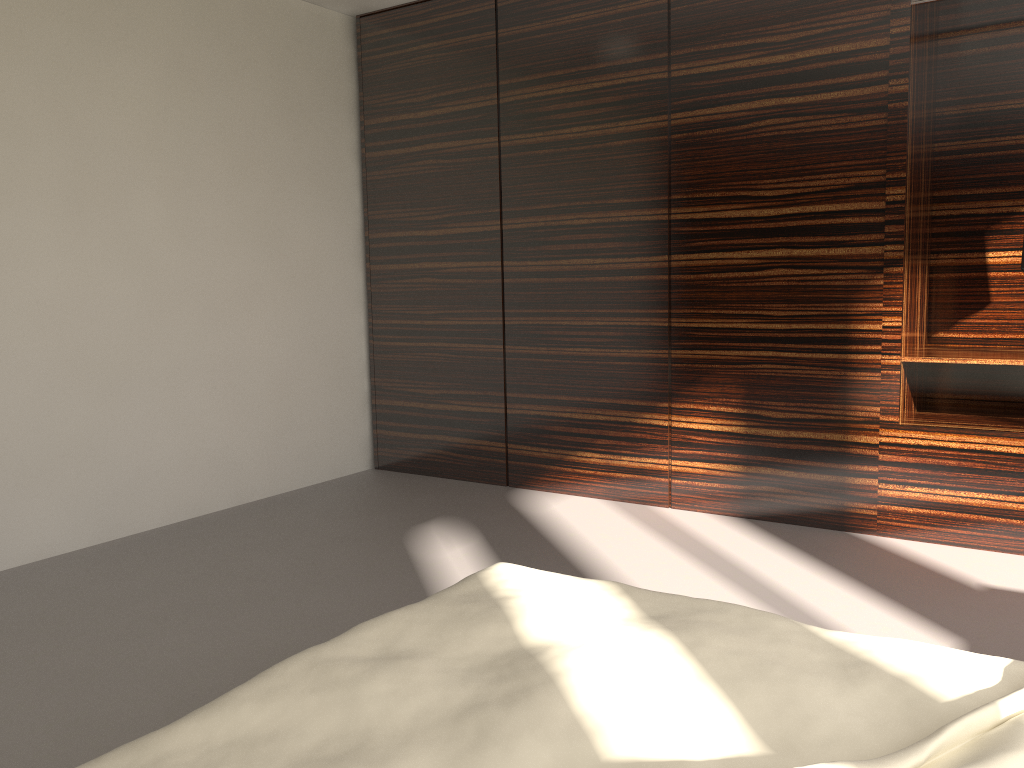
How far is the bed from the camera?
1.3 meters

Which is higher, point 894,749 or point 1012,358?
point 1012,358

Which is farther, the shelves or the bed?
the shelves

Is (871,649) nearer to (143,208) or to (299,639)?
(299,639)

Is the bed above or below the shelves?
below

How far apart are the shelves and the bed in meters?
1.9 m

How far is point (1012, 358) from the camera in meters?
3.2

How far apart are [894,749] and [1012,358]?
2.4m

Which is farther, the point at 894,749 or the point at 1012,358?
the point at 1012,358

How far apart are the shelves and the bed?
1.90m
